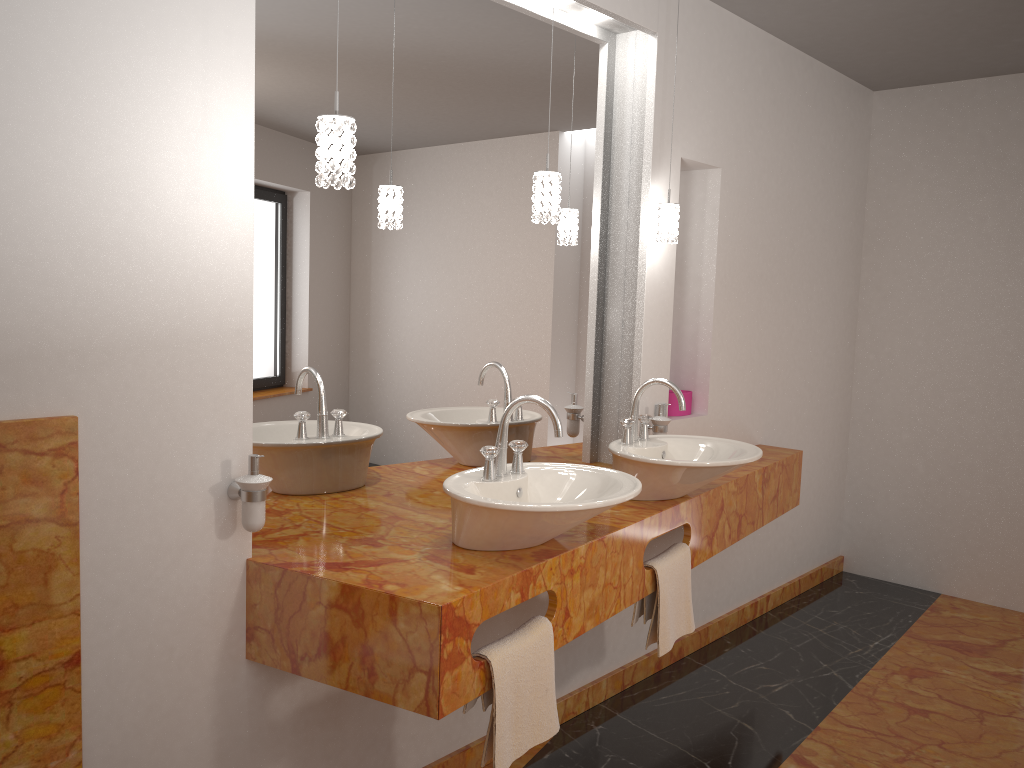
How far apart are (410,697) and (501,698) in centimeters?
21cm

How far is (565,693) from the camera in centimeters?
295cm

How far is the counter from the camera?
1.78m

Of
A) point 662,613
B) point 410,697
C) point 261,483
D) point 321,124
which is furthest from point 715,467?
point 321,124

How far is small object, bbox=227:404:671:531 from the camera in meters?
1.9

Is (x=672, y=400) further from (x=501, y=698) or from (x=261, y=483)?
(x=261, y=483)

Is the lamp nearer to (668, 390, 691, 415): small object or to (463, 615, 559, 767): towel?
(668, 390, 691, 415): small object

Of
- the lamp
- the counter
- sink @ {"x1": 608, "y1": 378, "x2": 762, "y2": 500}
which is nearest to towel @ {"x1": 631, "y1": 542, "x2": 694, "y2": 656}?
the counter

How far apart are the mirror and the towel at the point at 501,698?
0.59m

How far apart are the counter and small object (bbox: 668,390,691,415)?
0.3m
